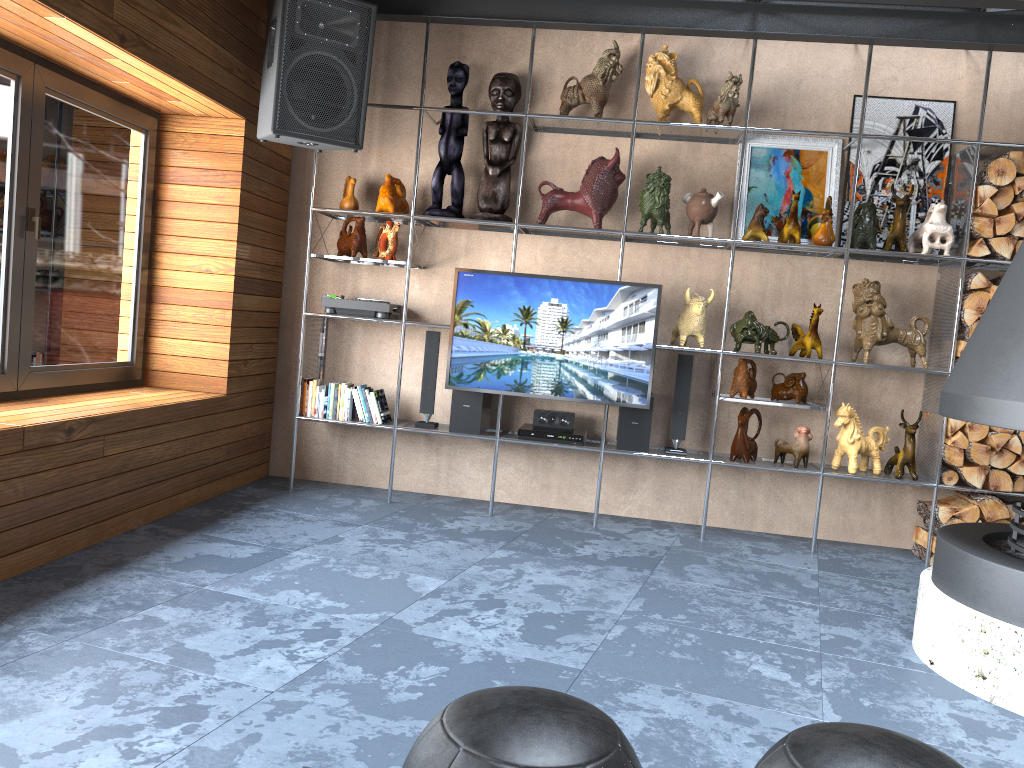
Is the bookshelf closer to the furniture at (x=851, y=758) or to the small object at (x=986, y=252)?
the small object at (x=986, y=252)

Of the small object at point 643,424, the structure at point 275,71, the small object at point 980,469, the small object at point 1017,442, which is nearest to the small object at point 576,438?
the small object at point 643,424

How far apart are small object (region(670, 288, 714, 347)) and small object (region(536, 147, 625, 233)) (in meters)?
0.61

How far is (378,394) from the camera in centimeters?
489cm

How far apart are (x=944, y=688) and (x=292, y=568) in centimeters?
236cm

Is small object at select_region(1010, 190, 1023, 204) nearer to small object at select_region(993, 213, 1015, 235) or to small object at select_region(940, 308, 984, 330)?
small object at select_region(993, 213, 1015, 235)

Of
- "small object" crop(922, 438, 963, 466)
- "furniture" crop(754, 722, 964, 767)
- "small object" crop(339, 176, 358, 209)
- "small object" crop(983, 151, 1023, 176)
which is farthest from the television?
"furniture" crop(754, 722, 964, 767)

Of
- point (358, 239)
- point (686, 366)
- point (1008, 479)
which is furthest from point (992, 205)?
point (358, 239)

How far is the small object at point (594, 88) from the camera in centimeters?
470cm

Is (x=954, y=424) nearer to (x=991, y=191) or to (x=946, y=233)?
(x=946, y=233)
